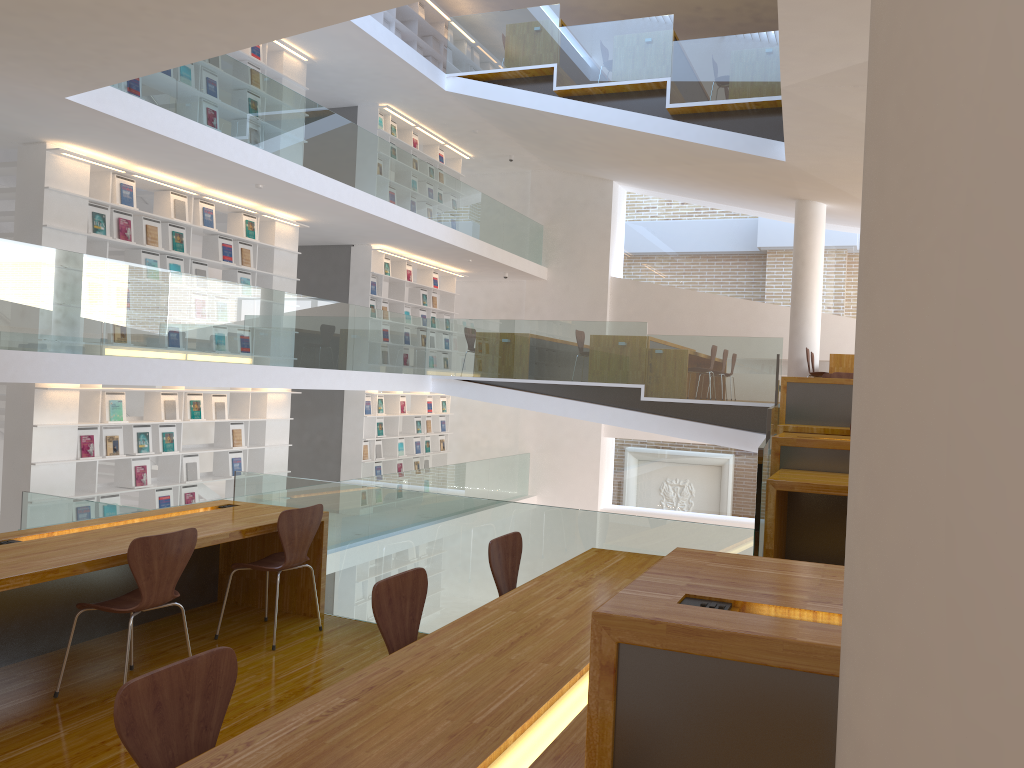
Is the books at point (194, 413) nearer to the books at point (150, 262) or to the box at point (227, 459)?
the box at point (227, 459)

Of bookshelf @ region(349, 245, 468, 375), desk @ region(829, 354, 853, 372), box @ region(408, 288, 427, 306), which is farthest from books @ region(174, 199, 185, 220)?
desk @ region(829, 354, 853, 372)

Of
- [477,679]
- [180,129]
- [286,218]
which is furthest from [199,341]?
[477,679]

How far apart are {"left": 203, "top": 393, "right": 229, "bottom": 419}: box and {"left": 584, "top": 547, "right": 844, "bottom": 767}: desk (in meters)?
8.39

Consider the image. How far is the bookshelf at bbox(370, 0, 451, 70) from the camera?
13.01m

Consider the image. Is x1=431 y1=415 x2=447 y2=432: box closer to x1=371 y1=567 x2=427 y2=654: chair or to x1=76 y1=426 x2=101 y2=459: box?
x1=76 y1=426 x2=101 y2=459: box

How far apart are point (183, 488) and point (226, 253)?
2.6 meters

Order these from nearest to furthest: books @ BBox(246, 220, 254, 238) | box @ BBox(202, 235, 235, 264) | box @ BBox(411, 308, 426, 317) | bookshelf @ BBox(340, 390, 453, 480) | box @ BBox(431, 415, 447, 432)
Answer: box @ BBox(202, 235, 235, 264)
books @ BBox(246, 220, 254, 238)
bookshelf @ BBox(340, 390, 453, 480)
box @ BBox(411, 308, 426, 317)
box @ BBox(431, 415, 447, 432)

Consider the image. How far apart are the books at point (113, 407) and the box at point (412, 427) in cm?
616

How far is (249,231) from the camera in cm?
1016
